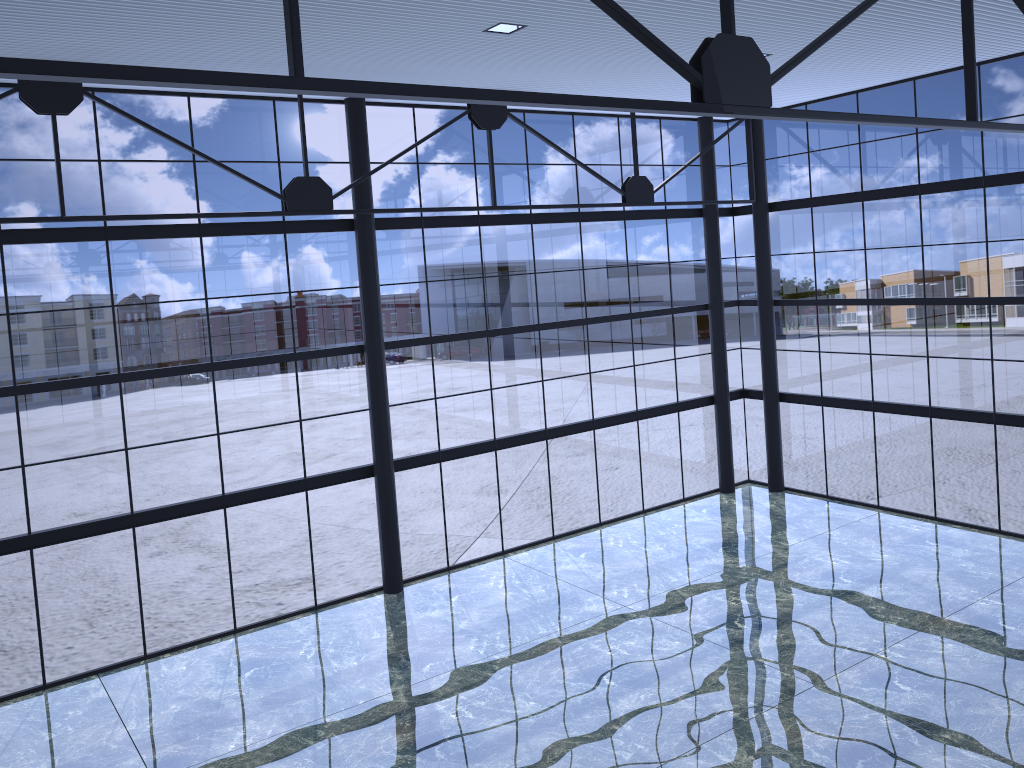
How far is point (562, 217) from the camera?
24.67m

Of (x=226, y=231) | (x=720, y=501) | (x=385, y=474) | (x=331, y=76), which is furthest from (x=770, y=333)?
(x=226, y=231)

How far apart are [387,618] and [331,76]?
12.0 meters
